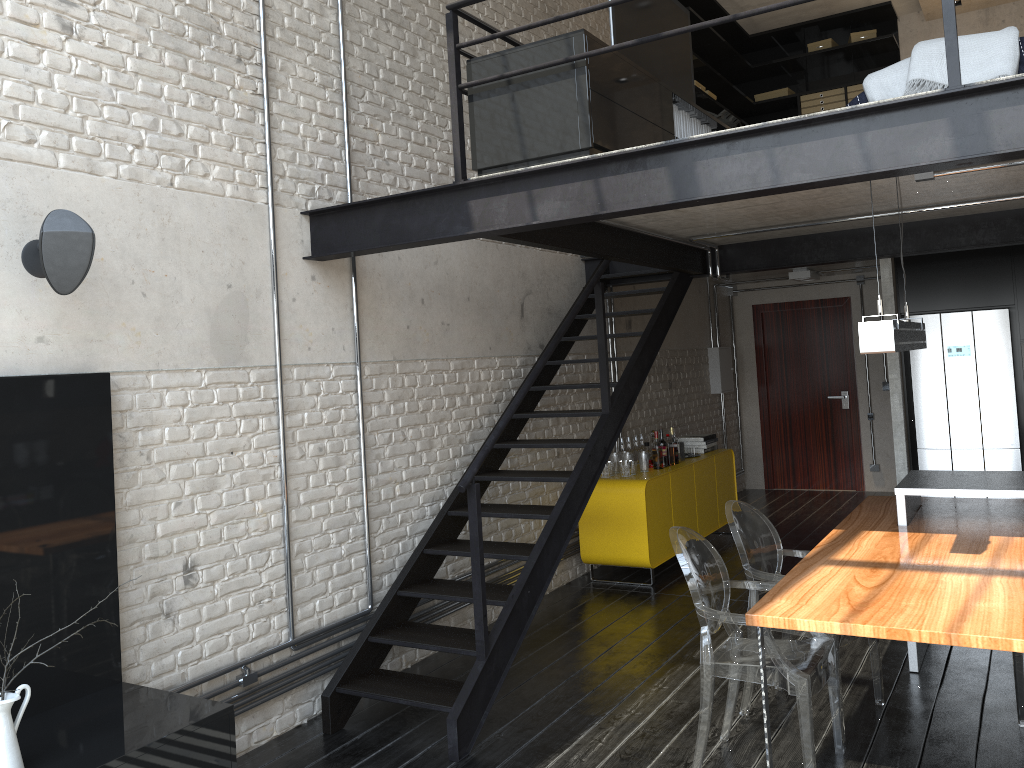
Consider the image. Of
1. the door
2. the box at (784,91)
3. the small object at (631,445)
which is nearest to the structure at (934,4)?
the box at (784,91)

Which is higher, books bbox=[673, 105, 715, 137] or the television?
the television

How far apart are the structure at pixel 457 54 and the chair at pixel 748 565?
0.9 meters

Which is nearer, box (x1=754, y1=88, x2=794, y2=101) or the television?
the television

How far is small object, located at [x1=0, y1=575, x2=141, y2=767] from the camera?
2.6 meters

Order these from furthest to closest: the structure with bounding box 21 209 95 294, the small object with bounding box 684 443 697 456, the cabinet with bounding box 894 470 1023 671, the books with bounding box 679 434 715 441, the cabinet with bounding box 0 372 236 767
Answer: the books with bounding box 679 434 715 441 < the small object with bounding box 684 443 697 456 < the cabinet with bounding box 894 470 1023 671 < the structure with bounding box 21 209 95 294 < the cabinet with bounding box 0 372 236 767

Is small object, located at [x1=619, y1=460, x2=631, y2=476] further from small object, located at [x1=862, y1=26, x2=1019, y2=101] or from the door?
the door

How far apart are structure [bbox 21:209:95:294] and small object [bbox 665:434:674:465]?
5.0 meters

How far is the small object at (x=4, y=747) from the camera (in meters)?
2.57

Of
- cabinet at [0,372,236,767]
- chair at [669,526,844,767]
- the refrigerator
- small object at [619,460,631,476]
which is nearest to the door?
the refrigerator
